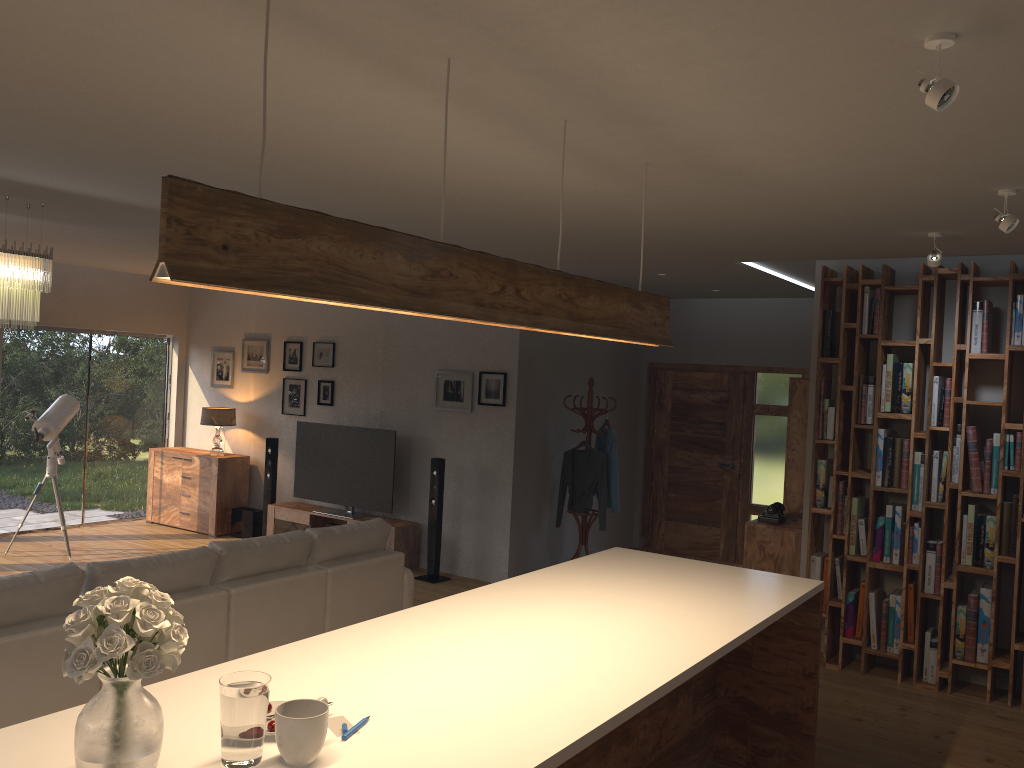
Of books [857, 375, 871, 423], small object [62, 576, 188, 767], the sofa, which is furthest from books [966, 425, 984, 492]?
small object [62, 576, 188, 767]

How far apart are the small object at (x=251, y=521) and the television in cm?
66

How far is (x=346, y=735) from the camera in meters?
2.1 m

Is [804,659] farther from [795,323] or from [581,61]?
[795,323]

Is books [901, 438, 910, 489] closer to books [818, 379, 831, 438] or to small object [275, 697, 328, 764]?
books [818, 379, 831, 438]

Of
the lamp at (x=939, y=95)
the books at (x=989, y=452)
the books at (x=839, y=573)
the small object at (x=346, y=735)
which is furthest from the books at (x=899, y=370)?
the small object at (x=346, y=735)

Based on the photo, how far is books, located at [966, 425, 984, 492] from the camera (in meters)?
5.49

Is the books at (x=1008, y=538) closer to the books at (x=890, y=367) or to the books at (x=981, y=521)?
the books at (x=981, y=521)

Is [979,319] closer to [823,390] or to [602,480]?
[823,390]

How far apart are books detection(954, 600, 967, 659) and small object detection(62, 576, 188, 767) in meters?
5.2
